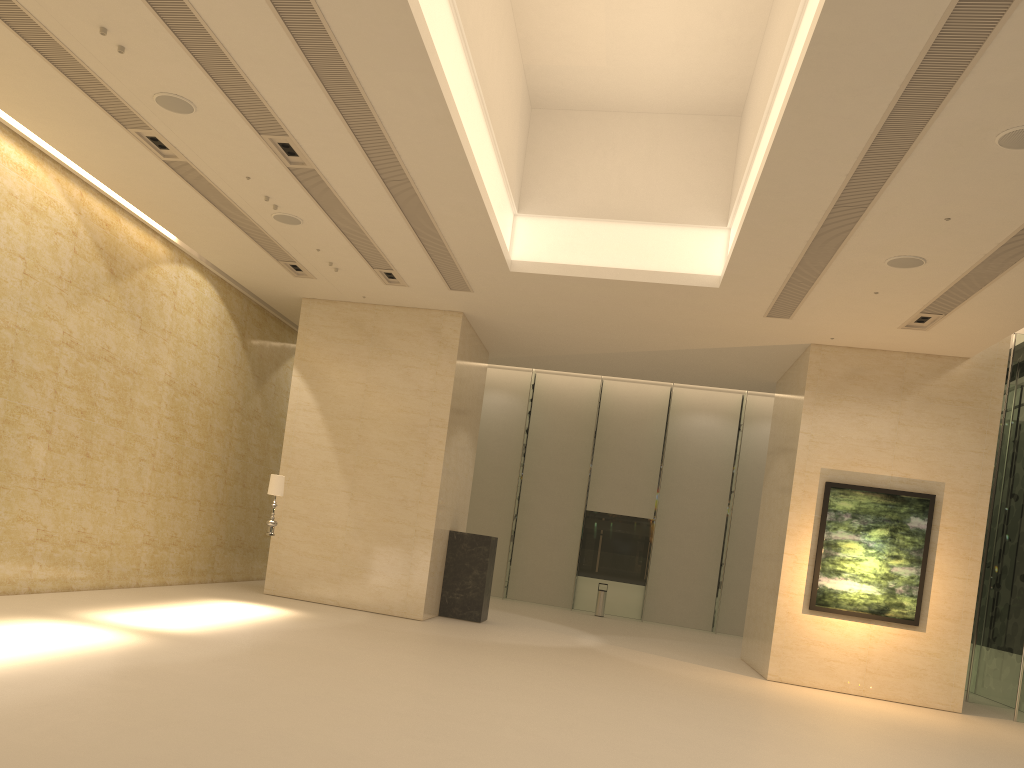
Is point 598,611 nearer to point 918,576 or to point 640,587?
point 640,587

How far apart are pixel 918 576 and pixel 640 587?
12.0m

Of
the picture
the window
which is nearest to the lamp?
the picture

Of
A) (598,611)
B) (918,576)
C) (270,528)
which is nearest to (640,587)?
(598,611)

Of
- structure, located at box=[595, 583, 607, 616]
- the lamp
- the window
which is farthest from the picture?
structure, located at box=[595, 583, 607, 616]

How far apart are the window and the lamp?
12.8m

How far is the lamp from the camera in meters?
14.2 m

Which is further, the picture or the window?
the window

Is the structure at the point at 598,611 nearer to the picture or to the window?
the window

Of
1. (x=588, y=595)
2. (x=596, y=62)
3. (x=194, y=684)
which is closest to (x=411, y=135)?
(x=596, y=62)
